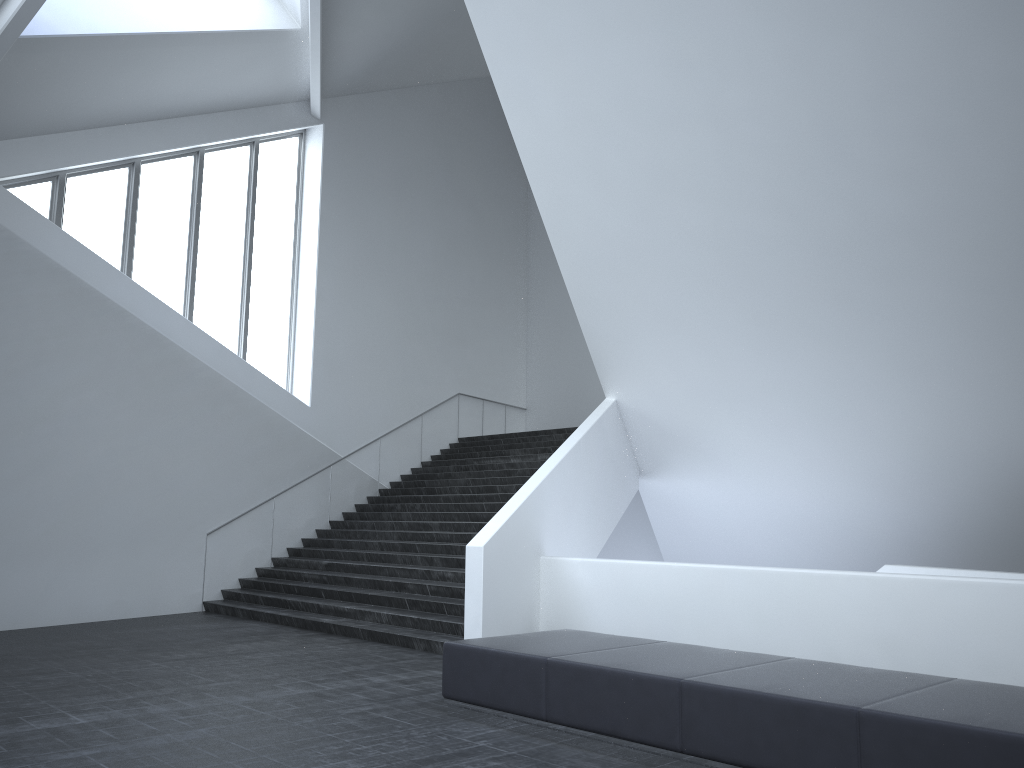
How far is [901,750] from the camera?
4.53m

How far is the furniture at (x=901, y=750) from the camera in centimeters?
453cm

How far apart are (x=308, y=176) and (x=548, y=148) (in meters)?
8.00

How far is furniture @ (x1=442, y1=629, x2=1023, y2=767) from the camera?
4.53m
